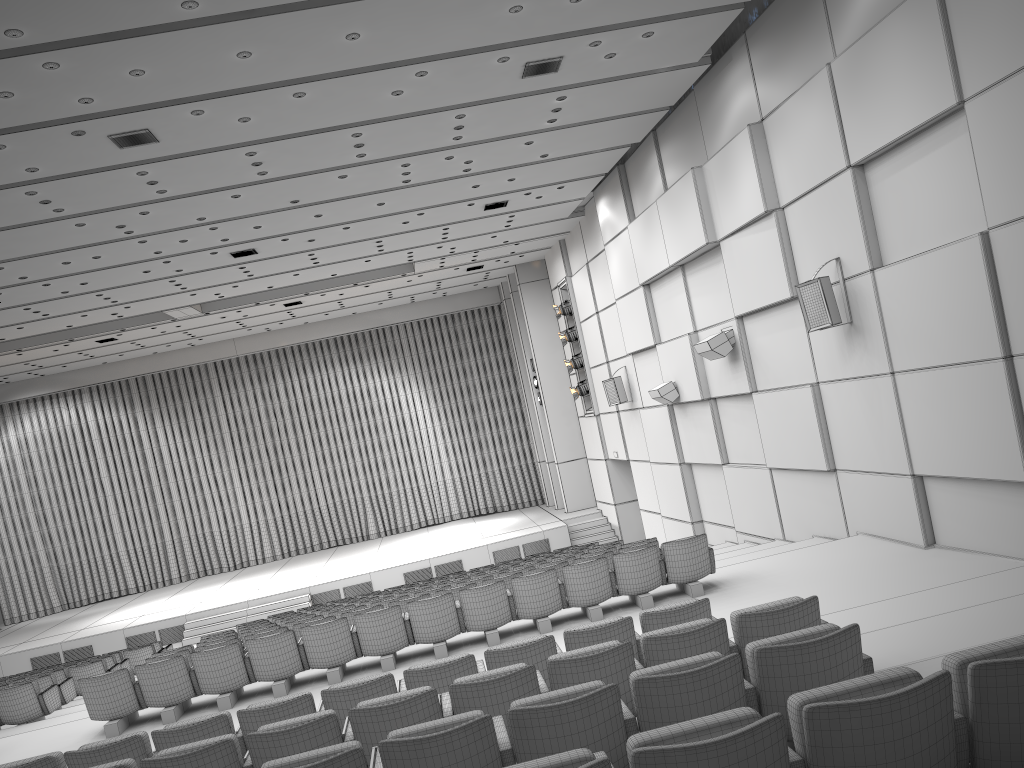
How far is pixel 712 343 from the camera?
12.57m

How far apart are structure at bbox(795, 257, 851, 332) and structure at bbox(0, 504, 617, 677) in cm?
1196

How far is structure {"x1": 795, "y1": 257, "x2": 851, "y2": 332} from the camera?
9.62m

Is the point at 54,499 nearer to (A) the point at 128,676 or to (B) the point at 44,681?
(B) the point at 44,681

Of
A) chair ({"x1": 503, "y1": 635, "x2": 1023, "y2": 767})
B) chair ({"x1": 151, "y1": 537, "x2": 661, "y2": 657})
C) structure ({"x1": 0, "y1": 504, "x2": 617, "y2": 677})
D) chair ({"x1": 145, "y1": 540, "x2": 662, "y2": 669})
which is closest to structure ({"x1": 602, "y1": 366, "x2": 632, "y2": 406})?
structure ({"x1": 0, "y1": 504, "x2": 617, "y2": 677})

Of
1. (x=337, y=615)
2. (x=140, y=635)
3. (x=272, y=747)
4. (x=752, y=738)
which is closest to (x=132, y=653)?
(x=140, y=635)

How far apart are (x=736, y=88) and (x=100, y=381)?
20.0m

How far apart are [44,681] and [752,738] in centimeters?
1173cm

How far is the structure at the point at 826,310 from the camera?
9.62m

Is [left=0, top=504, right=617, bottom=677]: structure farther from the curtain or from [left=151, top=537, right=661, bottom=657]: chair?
[left=151, top=537, right=661, bottom=657]: chair
